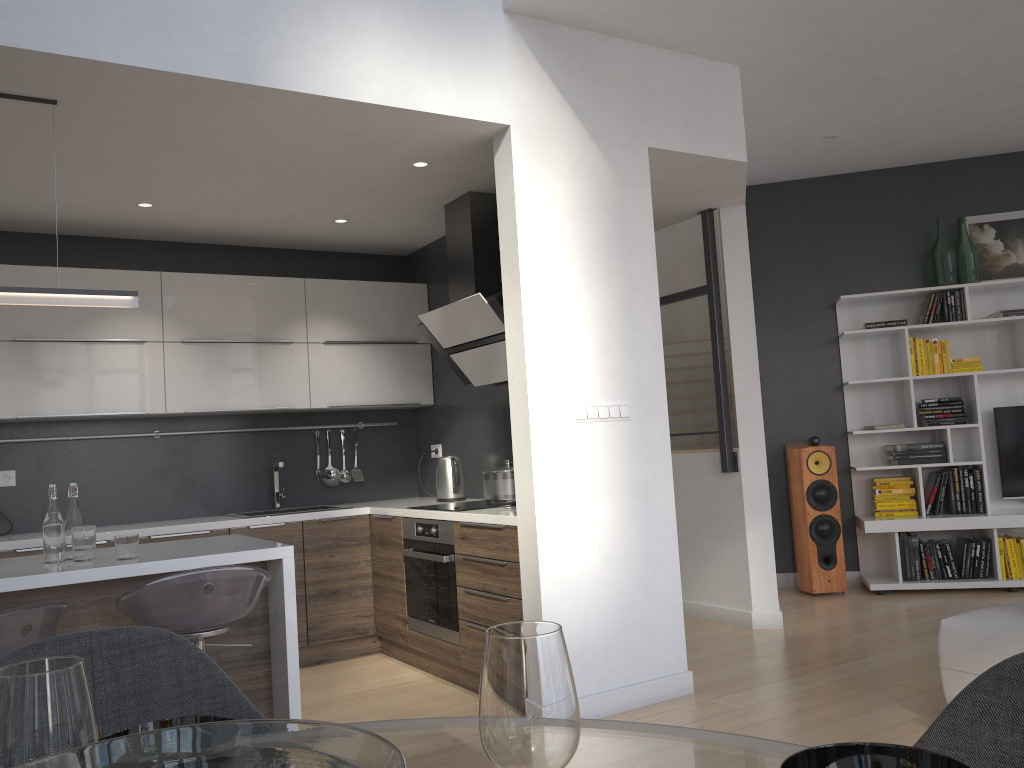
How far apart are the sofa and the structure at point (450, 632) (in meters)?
2.10

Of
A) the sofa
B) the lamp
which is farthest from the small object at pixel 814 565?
the lamp

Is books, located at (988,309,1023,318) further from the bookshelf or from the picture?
the picture

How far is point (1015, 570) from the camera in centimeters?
579cm

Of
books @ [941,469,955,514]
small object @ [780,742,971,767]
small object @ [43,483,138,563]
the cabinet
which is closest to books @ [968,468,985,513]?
books @ [941,469,955,514]

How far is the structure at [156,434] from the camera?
5.1m

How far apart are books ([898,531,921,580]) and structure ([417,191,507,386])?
3.1m

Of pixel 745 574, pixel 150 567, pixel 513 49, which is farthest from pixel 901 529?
pixel 150 567

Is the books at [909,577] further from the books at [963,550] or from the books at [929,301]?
the books at [929,301]

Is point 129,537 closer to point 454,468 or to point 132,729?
point 132,729
